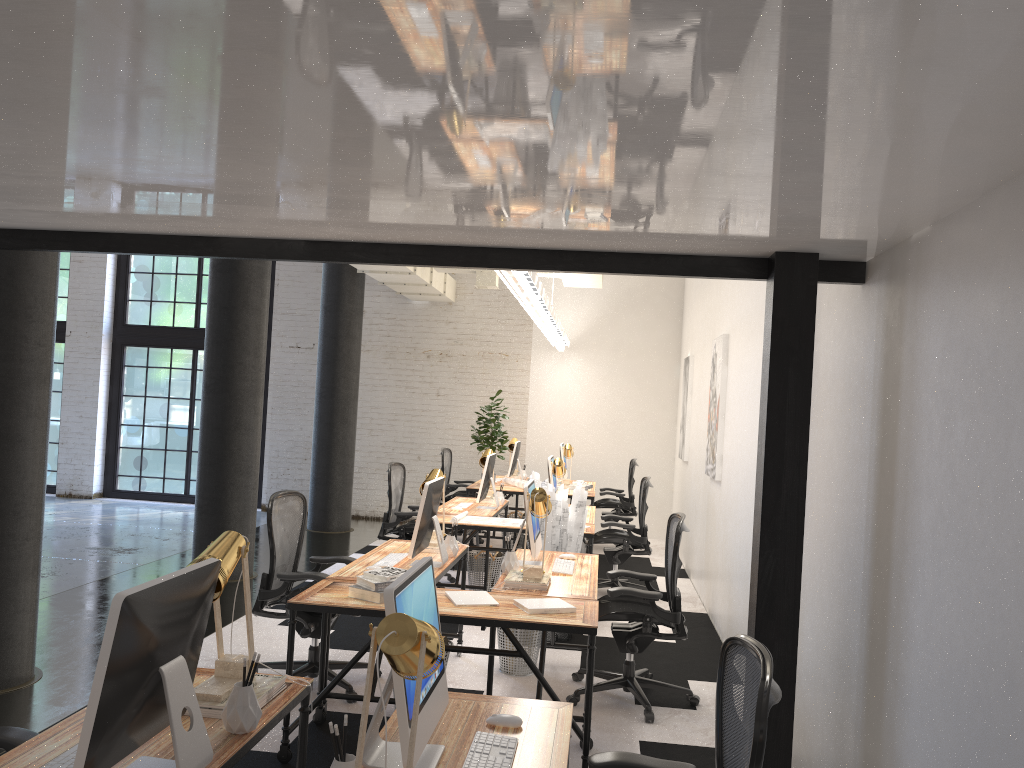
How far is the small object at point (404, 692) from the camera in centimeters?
204cm

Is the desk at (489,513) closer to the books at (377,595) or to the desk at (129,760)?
the books at (377,595)

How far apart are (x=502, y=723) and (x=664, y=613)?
2.46m

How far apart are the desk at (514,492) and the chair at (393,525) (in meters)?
1.37

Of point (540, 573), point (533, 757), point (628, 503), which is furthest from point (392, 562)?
point (628, 503)

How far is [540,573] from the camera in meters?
4.5 m

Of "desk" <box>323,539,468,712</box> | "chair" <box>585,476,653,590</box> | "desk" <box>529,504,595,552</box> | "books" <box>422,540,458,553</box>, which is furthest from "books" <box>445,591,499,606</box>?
"chair" <box>585,476,653,590</box>

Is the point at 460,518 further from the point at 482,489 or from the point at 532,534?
the point at 532,534

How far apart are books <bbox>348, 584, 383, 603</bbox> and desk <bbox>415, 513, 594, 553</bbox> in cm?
273

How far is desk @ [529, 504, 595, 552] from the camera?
7.5m
